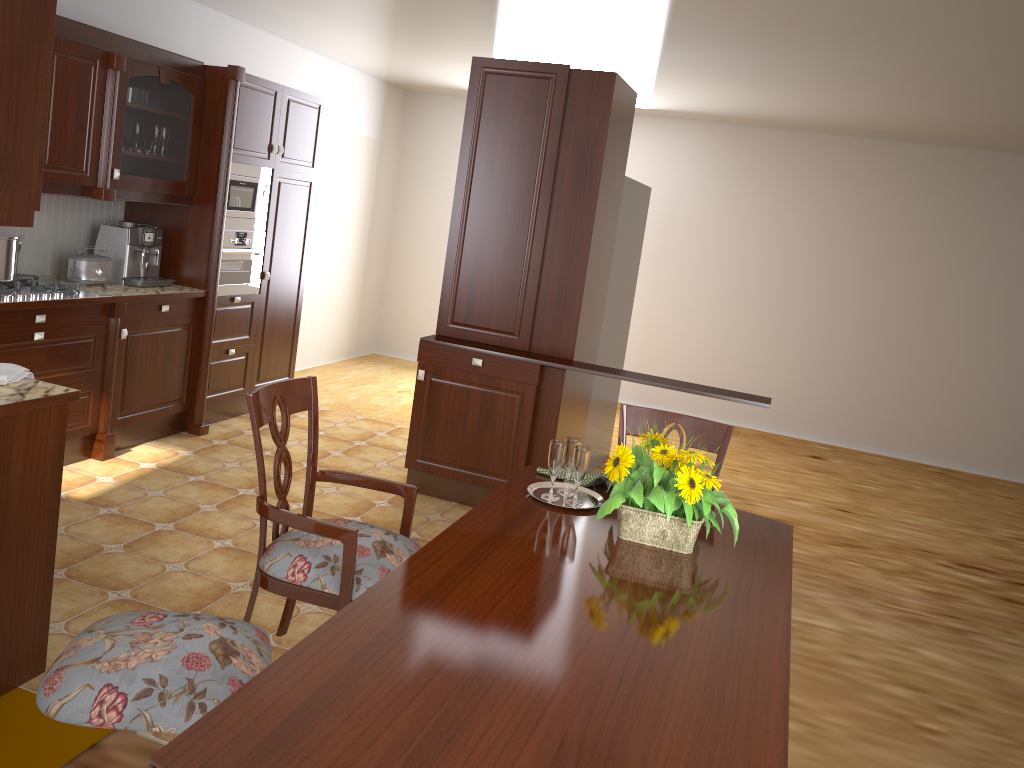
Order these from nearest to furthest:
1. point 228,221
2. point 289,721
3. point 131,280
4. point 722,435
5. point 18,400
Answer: point 289,721
point 18,400
point 722,435
point 131,280
point 228,221

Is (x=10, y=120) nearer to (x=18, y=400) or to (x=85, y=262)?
(x=18, y=400)

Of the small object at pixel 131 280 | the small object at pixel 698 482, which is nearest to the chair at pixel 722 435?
the small object at pixel 698 482

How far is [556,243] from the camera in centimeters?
427cm

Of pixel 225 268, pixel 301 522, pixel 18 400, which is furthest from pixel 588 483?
pixel 225 268

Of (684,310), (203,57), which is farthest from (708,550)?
(684,310)

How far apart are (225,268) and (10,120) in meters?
3.0

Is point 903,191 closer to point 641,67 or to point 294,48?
point 641,67

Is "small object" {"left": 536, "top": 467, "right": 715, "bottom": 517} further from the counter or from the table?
the counter

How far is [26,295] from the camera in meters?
3.8 m
